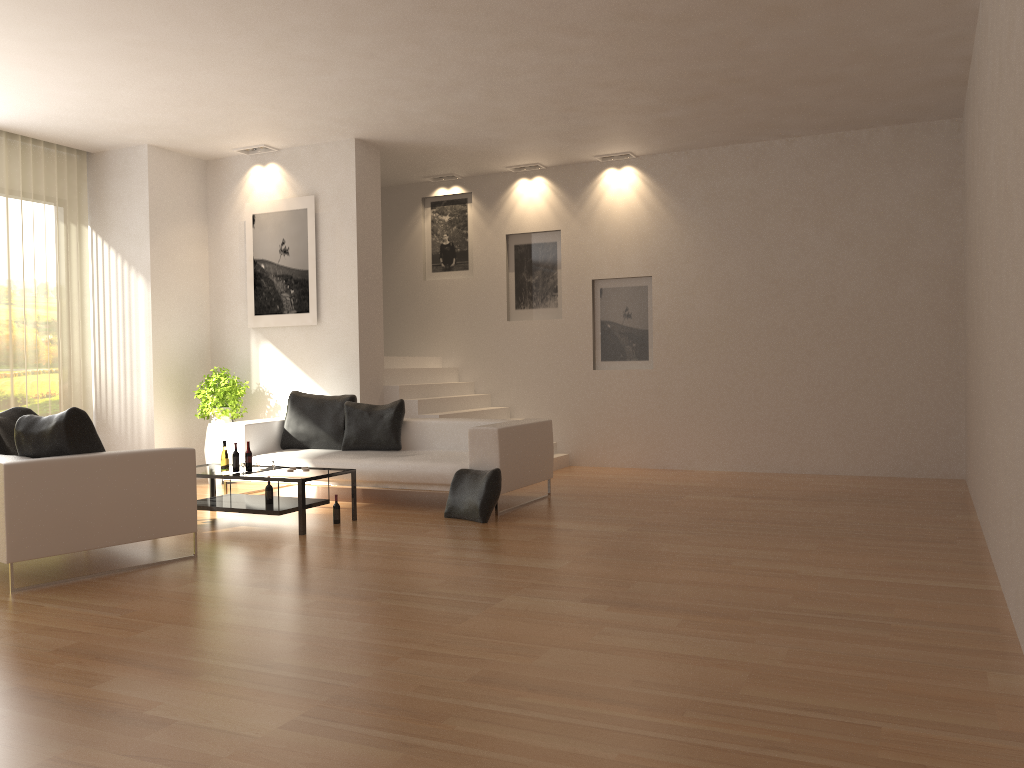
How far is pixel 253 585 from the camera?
5.17m

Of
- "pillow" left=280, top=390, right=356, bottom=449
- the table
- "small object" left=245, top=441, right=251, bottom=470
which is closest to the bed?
"pillow" left=280, top=390, right=356, bottom=449

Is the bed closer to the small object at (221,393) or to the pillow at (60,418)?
the small object at (221,393)

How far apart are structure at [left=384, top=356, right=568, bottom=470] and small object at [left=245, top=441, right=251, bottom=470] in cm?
279

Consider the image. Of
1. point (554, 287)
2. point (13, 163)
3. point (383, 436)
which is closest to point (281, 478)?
point (383, 436)

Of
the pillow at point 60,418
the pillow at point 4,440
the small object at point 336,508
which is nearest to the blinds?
the pillow at point 4,440

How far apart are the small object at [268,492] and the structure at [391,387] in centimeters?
287cm

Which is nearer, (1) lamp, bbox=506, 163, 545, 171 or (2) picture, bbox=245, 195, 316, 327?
(2) picture, bbox=245, 195, 316, 327

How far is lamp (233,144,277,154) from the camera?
10.0m

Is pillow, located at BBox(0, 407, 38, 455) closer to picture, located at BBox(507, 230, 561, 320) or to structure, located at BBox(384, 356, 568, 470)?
structure, located at BBox(384, 356, 568, 470)
